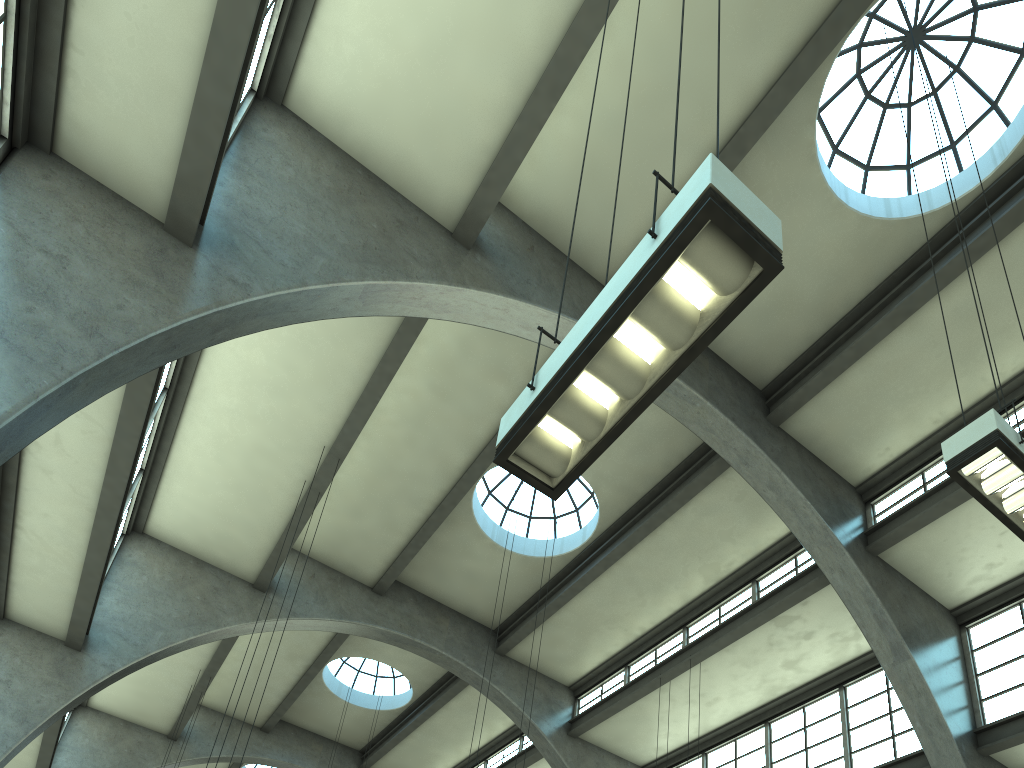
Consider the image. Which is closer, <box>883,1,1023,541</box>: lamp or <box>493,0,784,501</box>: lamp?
<box>493,0,784,501</box>: lamp

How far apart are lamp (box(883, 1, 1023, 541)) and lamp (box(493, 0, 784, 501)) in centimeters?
353cm

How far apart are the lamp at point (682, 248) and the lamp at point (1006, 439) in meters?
3.5

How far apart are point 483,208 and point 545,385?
7.1m

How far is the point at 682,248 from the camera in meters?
3.6 m

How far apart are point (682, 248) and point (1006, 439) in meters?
4.1

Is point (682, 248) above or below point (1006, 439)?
below

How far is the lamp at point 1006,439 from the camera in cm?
614

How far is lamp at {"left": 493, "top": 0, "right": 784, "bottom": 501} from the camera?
3.60m

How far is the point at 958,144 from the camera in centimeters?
1225cm
